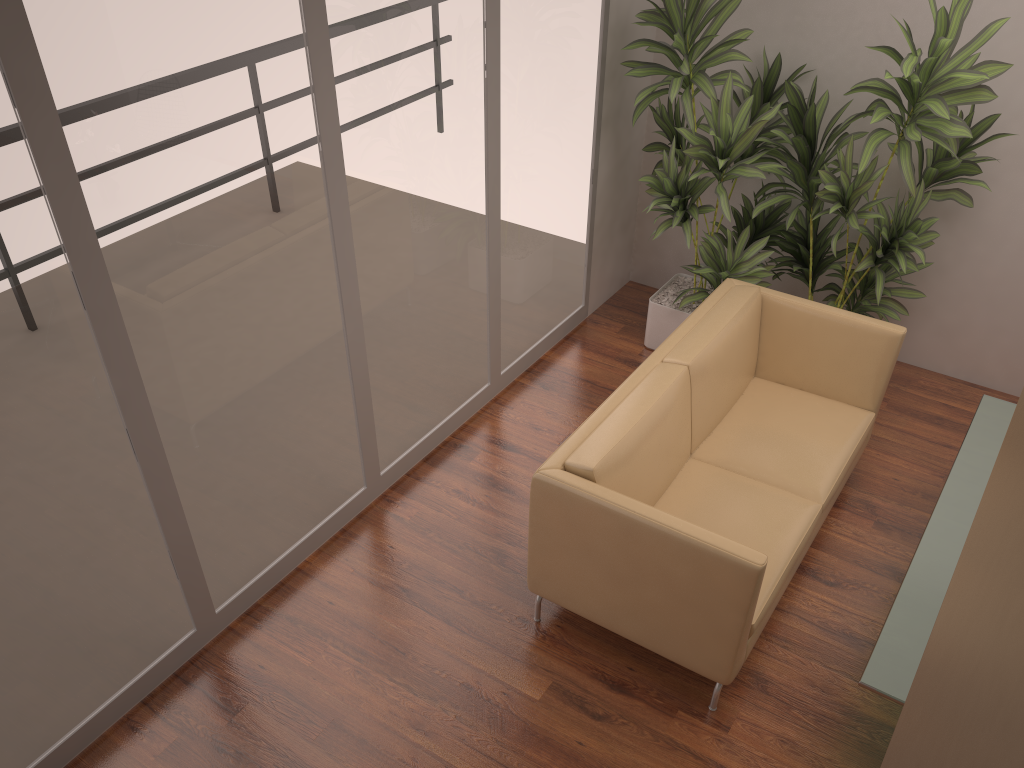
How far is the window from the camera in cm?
246

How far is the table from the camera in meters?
2.7

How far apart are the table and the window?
2.22m

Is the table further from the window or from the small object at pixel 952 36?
the window

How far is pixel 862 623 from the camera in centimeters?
360cm

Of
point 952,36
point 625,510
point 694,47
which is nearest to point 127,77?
point 625,510

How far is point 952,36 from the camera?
3.7 meters

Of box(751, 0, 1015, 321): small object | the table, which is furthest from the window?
the table

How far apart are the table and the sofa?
0.38m

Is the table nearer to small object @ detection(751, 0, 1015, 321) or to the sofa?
the sofa
